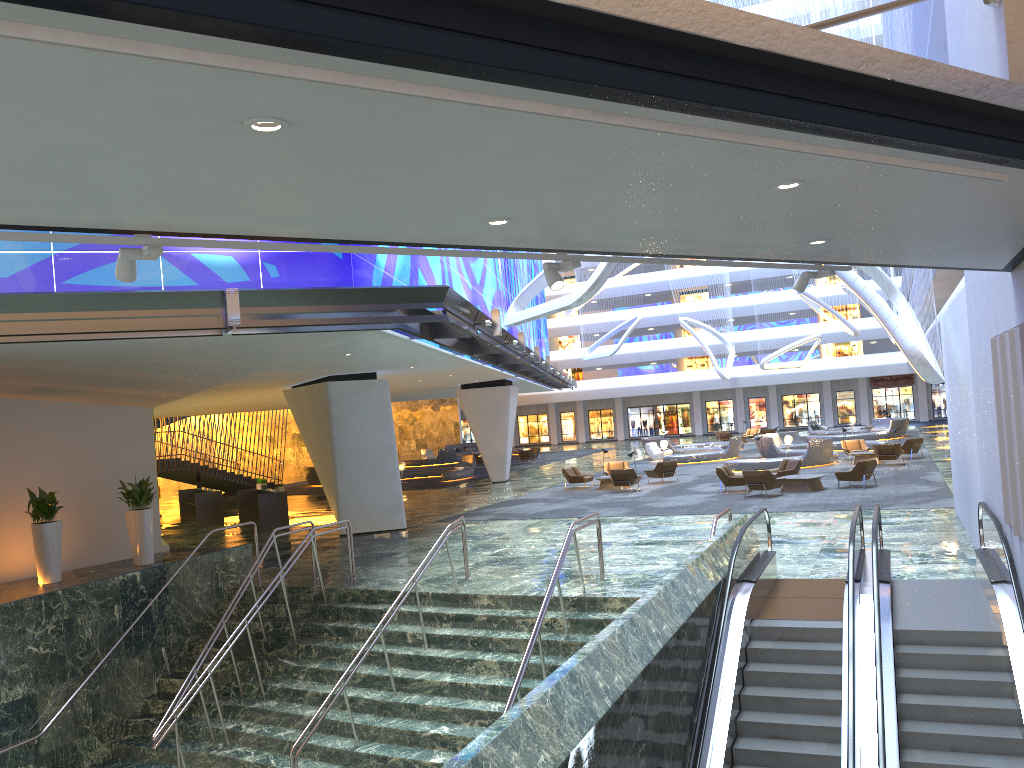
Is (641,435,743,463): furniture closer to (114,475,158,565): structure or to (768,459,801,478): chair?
(768,459,801,478): chair

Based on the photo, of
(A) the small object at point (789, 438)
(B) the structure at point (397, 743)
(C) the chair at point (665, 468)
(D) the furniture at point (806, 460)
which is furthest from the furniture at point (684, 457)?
(B) the structure at point (397, 743)

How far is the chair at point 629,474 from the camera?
28.2m

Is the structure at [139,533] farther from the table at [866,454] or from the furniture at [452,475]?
the table at [866,454]

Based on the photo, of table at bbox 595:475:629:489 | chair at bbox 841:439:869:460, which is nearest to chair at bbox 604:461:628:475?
table at bbox 595:475:629:489

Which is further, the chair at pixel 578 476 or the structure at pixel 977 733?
the chair at pixel 578 476

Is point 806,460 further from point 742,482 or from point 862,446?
point 742,482

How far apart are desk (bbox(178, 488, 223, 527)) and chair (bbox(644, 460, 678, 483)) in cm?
1421

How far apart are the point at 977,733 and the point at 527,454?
40.10m

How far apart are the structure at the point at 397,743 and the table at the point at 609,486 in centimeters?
1513cm
